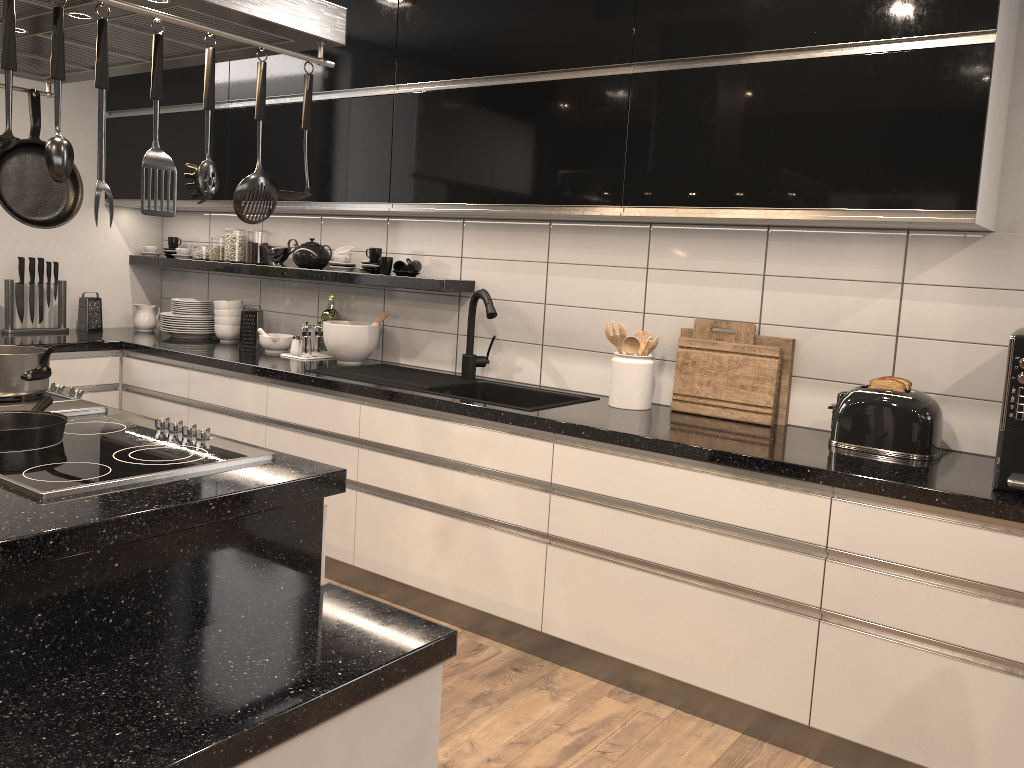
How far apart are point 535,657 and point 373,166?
1.97m

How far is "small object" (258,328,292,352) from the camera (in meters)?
4.08

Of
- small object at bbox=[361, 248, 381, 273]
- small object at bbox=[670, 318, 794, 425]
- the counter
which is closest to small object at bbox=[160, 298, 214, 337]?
the counter

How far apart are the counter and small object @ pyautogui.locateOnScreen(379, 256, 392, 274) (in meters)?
0.03

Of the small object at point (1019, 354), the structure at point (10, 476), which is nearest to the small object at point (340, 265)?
the structure at point (10, 476)

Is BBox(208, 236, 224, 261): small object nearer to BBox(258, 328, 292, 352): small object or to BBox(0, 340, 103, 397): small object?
BBox(258, 328, 292, 352): small object

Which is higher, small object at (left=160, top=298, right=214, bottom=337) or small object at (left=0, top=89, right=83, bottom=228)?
Answer: small object at (left=0, top=89, right=83, bottom=228)

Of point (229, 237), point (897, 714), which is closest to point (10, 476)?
point (897, 714)

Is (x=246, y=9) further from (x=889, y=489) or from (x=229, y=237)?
(x=229, y=237)

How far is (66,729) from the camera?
1.3m
